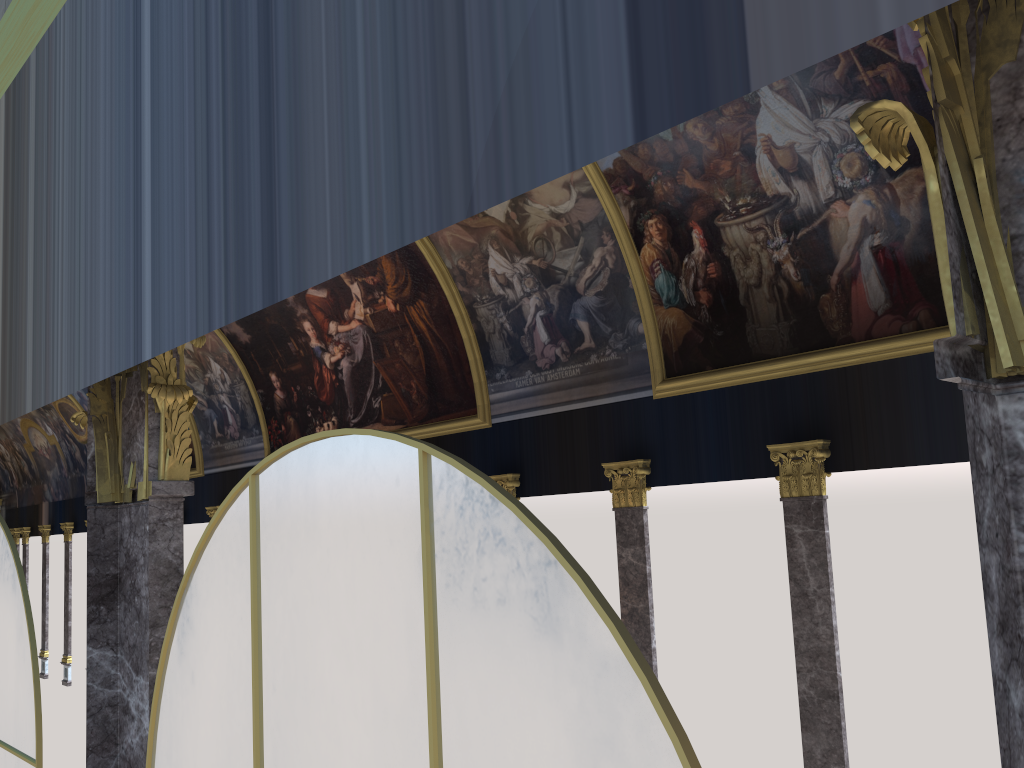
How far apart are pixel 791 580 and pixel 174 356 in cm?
1172
